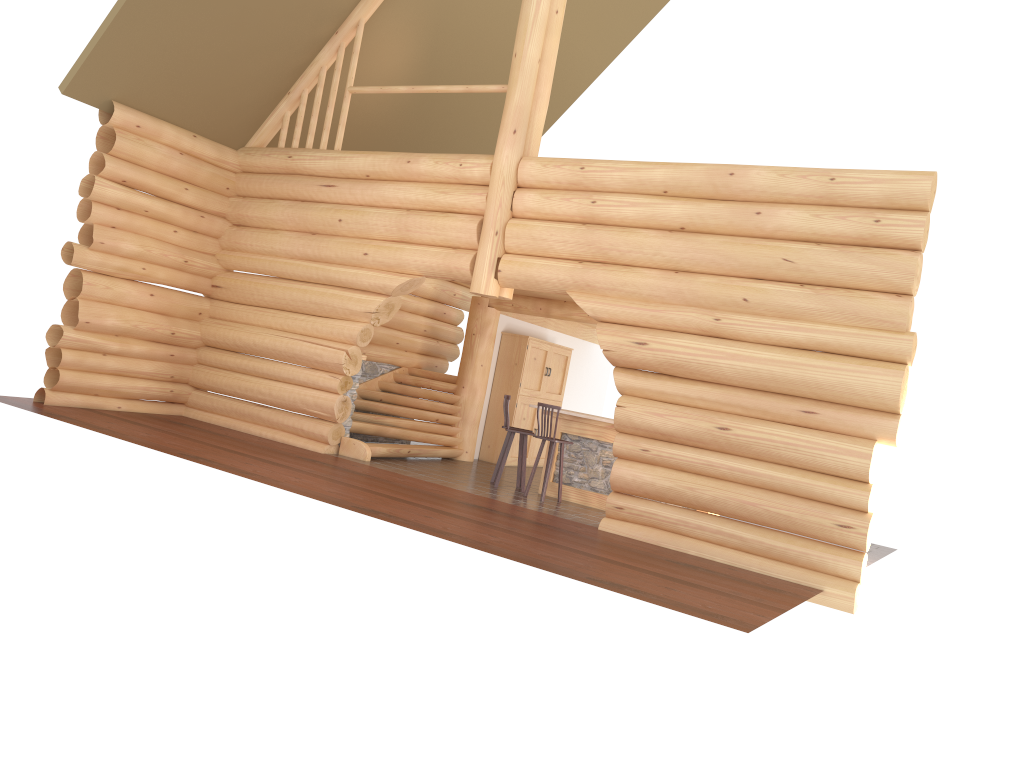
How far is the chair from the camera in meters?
12.1

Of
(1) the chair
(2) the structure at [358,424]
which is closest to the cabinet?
(2) the structure at [358,424]

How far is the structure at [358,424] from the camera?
13.63m

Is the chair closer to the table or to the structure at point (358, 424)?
the table

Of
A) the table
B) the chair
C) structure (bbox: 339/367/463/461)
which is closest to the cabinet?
structure (bbox: 339/367/463/461)

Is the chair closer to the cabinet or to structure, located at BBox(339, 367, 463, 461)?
structure, located at BBox(339, 367, 463, 461)

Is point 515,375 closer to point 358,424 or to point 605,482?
point 358,424

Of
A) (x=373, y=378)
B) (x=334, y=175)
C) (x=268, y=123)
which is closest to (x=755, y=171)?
(x=334, y=175)

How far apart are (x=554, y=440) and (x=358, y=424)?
3.3m

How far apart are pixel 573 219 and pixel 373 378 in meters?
5.7 m
